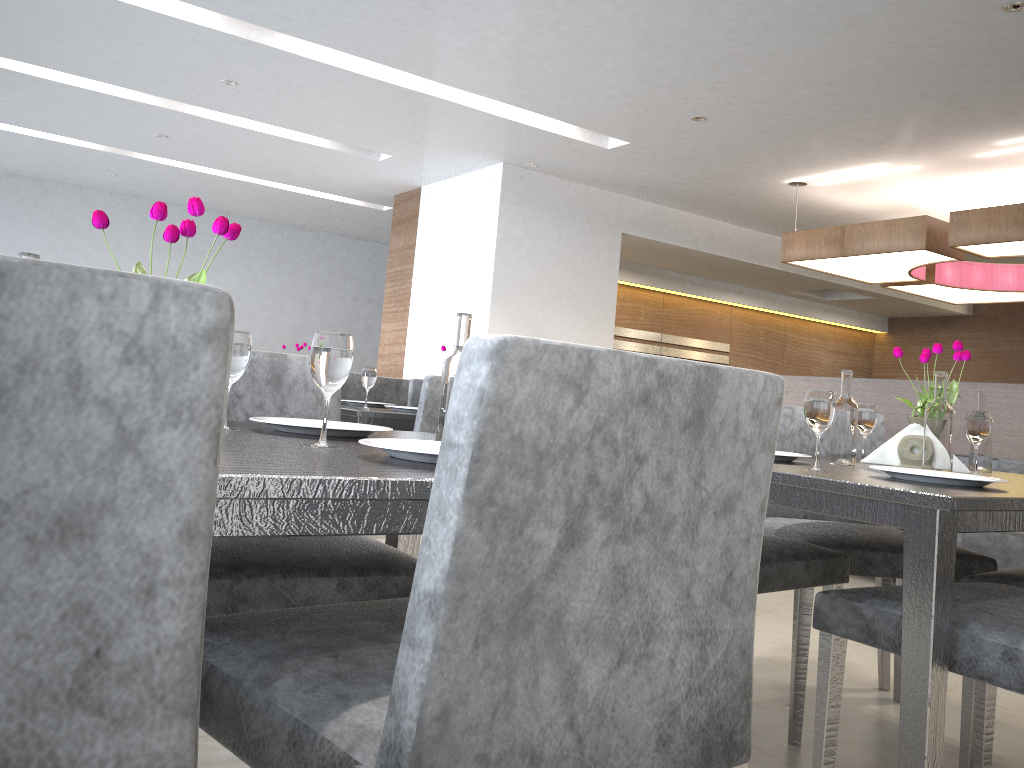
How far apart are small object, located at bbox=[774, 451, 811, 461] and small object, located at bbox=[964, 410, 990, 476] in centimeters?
42cm

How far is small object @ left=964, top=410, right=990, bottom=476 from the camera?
1.92m

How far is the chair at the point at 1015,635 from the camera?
1.2 meters

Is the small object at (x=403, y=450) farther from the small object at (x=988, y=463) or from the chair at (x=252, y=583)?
the small object at (x=988, y=463)

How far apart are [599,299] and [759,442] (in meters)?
6.49

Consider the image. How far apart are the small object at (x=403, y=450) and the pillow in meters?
4.0 m

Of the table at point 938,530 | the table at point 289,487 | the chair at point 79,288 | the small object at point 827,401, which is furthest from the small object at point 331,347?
the small object at point 827,401

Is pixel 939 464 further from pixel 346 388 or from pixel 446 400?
pixel 346 388

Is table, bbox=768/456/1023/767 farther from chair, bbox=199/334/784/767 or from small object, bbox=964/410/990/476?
chair, bbox=199/334/784/767

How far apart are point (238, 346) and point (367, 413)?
1.5 meters
